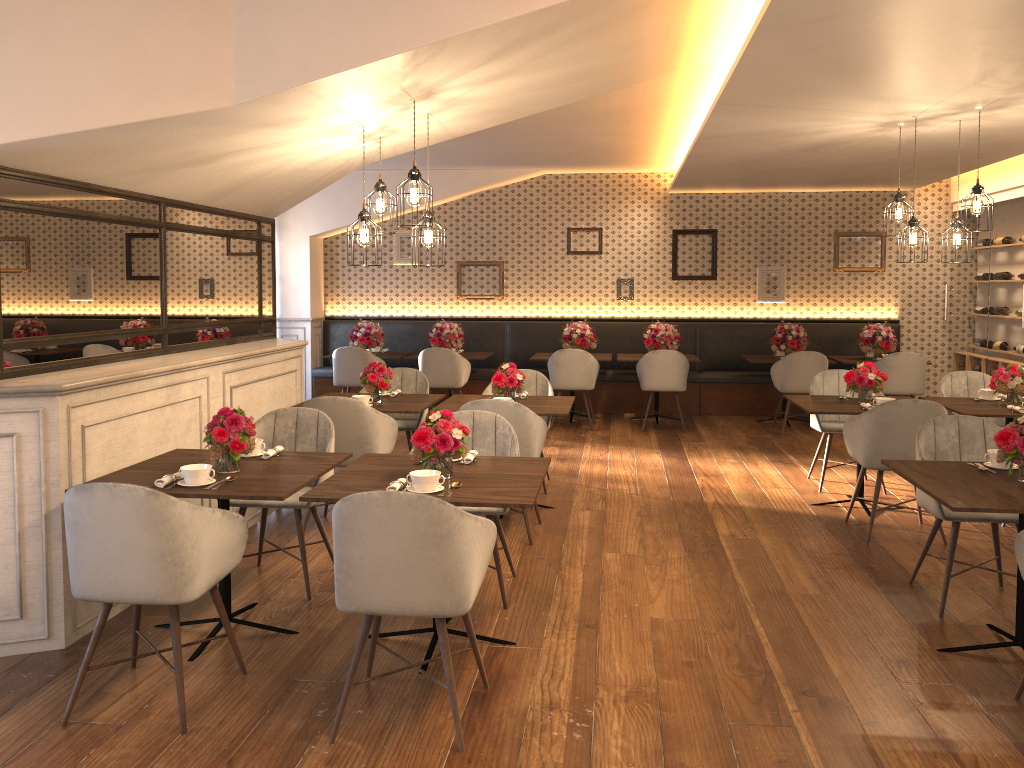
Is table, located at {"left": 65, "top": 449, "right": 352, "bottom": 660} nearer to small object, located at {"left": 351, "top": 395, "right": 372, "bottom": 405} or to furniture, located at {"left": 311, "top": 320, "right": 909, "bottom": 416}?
small object, located at {"left": 351, "top": 395, "right": 372, "bottom": 405}

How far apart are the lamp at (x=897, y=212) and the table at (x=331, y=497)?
3.5 meters

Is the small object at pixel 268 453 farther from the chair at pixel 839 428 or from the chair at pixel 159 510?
the chair at pixel 839 428

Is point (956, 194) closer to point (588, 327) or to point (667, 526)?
point (588, 327)

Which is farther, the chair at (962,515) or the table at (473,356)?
the table at (473,356)

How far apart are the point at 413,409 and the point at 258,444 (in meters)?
1.70

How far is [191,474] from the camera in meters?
3.6 m

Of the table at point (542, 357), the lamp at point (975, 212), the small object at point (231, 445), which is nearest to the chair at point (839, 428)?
the lamp at point (975, 212)

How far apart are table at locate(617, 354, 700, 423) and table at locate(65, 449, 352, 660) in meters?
6.0 m

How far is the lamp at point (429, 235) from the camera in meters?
4.8
